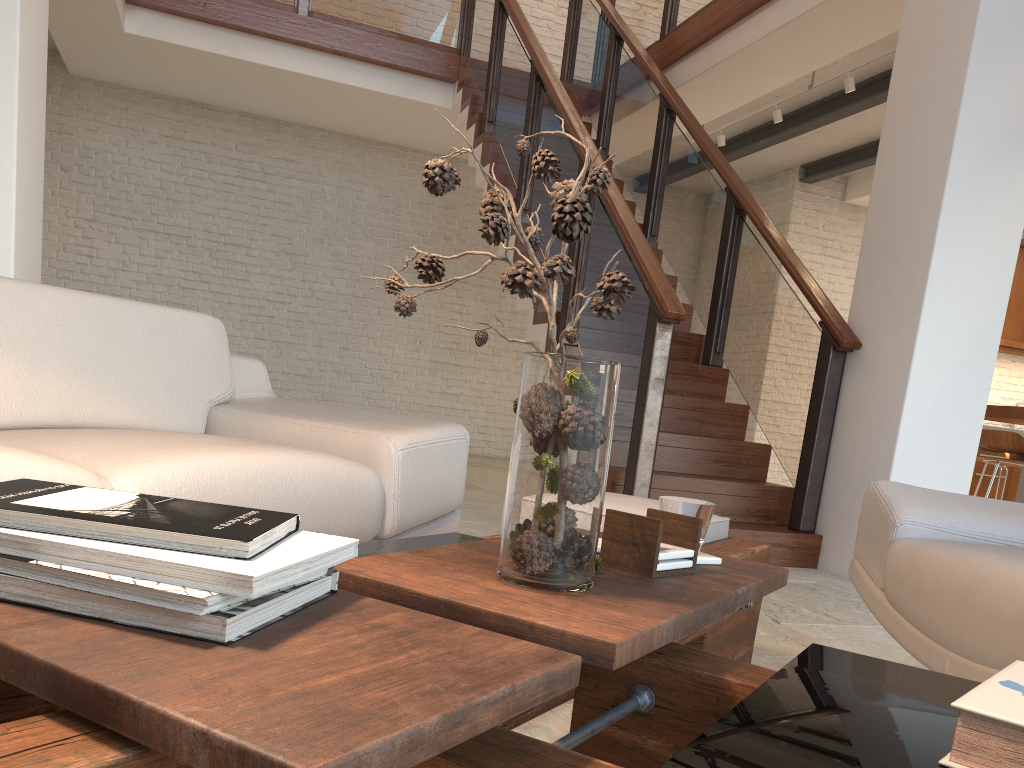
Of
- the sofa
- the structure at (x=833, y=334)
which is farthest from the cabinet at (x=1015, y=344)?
the sofa

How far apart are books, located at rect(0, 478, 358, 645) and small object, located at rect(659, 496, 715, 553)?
0.6m

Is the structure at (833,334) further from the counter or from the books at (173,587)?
the books at (173,587)

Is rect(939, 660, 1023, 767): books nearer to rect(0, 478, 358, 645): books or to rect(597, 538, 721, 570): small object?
rect(597, 538, 721, 570): small object

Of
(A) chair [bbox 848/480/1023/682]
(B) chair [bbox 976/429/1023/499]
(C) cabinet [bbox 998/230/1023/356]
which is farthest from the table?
(C) cabinet [bbox 998/230/1023/356]

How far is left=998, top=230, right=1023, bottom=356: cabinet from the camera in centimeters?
882cm

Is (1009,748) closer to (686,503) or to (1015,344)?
(686,503)

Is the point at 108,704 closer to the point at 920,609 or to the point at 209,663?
the point at 209,663

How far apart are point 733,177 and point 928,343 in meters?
1.8

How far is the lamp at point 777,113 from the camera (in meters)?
6.49
